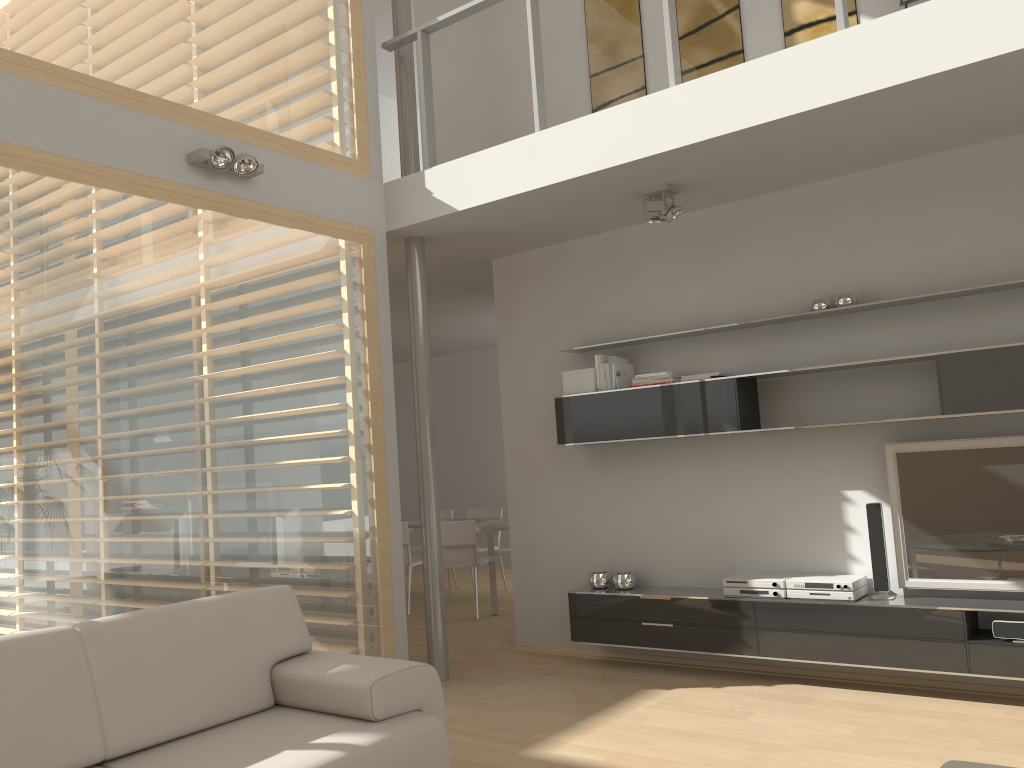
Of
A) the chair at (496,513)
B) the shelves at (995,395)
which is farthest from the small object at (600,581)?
the chair at (496,513)

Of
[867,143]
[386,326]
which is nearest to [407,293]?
[386,326]

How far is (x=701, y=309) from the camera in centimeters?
529cm

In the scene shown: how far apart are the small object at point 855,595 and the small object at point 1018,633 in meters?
0.6 m

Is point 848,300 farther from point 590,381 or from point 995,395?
point 590,381

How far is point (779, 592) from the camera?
4.7 meters

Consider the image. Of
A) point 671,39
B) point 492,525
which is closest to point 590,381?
point 671,39

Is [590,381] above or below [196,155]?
below

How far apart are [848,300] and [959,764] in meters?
3.1

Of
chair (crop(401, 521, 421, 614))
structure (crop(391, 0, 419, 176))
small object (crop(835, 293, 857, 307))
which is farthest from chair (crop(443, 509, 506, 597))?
small object (crop(835, 293, 857, 307))
